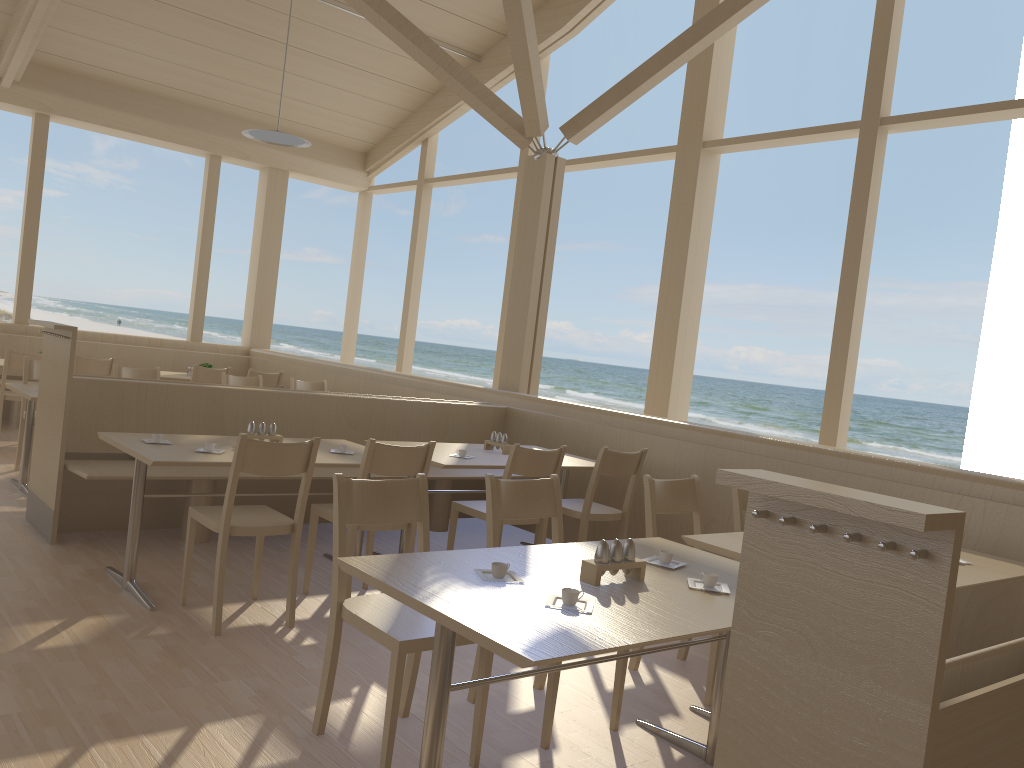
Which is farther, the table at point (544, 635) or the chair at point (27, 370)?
the chair at point (27, 370)

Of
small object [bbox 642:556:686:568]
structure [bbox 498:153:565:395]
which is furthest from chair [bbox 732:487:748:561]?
structure [bbox 498:153:565:395]

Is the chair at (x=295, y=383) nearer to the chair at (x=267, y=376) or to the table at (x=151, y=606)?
the chair at (x=267, y=376)

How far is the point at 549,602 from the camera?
2.1 meters

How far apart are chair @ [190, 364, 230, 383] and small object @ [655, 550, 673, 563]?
6.1m

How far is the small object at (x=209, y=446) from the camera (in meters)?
3.88

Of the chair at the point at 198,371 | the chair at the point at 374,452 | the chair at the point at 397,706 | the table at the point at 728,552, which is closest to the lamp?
the chair at the point at 198,371

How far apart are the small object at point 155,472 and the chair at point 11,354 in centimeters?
249cm

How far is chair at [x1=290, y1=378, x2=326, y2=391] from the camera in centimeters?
748cm

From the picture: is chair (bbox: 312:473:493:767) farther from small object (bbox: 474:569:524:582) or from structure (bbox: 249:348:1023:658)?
structure (bbox: 249:348:1023:658)
